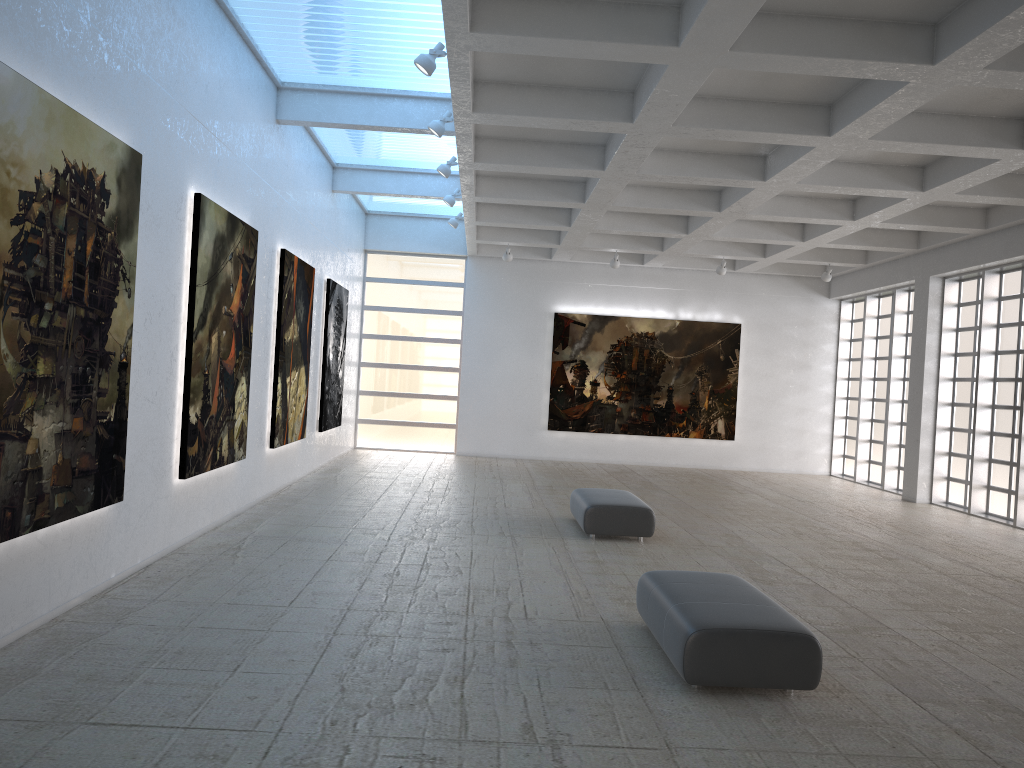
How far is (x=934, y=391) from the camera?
30.1 meters

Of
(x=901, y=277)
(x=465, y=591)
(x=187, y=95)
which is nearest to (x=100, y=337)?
(x=187, y=95)

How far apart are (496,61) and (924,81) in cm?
733
